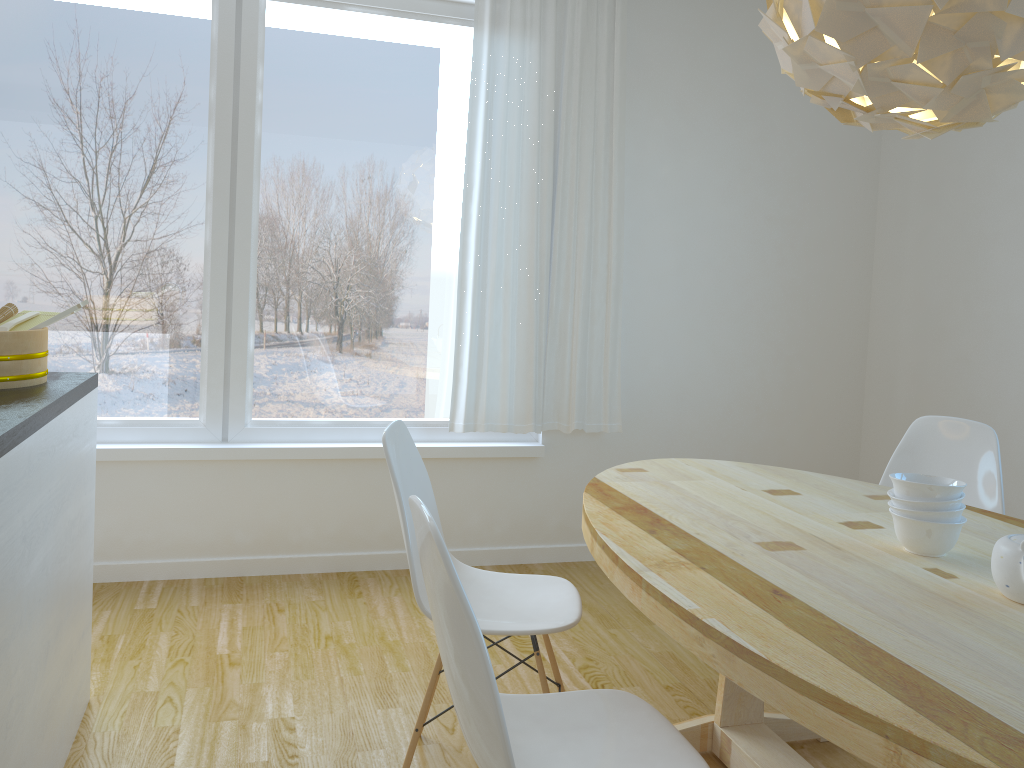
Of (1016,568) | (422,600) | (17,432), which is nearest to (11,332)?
(17,432)

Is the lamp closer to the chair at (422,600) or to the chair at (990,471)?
the chair at (422,600)

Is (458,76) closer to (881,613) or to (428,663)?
(428,663)

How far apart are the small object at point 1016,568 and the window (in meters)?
2.55

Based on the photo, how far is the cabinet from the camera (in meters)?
1.68

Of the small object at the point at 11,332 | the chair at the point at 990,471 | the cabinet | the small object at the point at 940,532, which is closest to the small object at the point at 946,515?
the small object at the point at 940,532

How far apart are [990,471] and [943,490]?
1.1m

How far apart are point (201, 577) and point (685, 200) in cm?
269

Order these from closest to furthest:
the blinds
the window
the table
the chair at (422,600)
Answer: the table < the chair at (422,600) < the window < the blinds

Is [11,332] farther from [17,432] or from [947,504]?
[947,504]
